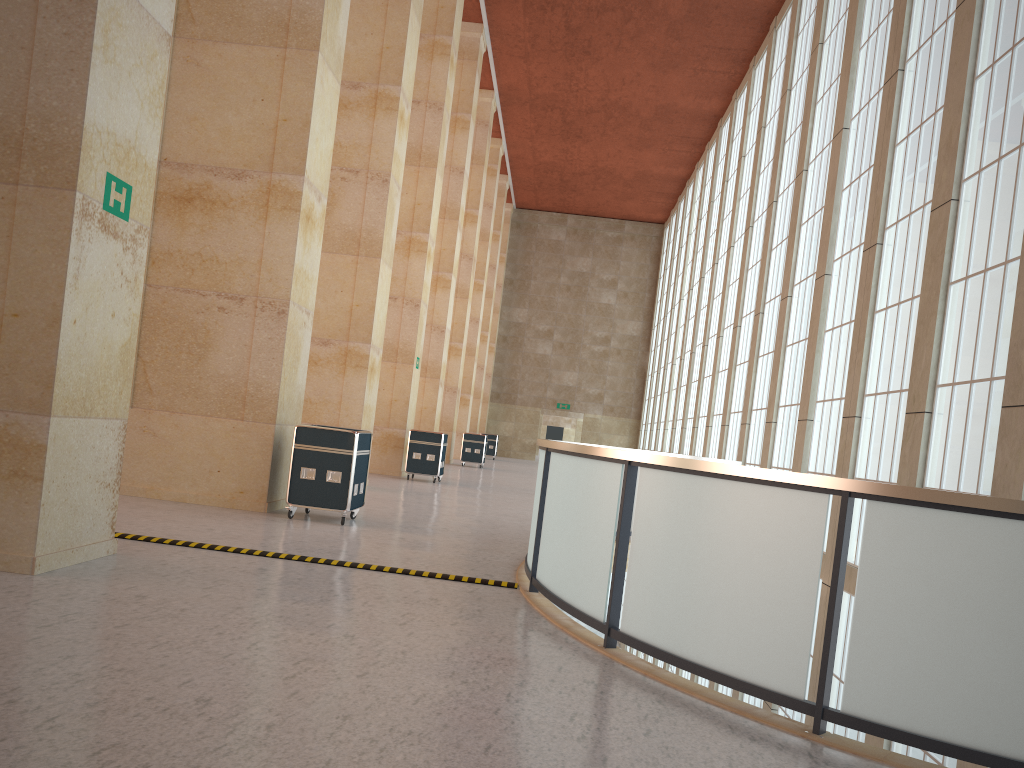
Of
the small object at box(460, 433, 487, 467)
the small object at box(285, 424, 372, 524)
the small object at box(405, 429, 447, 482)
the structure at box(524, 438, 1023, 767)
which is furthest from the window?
the small object at box(460, 433, 487, 467)

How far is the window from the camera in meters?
12.9 m

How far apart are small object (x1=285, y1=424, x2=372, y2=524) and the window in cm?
922

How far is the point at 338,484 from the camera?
14.1m

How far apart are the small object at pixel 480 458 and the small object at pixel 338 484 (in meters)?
24.83

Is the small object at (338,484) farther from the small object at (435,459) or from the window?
the small object at (435,459)

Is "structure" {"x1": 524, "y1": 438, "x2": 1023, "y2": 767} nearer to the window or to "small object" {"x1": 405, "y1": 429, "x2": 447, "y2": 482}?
the window

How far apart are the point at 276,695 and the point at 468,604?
3.68m

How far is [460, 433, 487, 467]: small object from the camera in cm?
3987

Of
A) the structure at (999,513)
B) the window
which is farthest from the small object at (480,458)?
the structure at (999,513)
